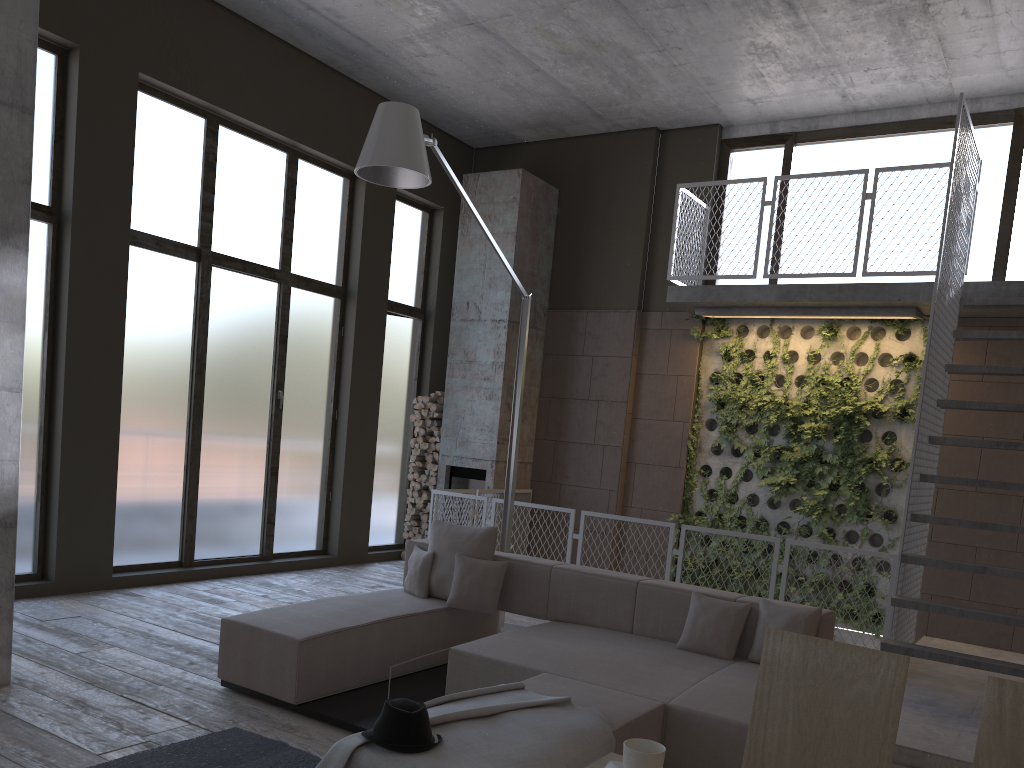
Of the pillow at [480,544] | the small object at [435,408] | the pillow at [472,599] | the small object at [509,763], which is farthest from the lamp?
the small object at [435,408]

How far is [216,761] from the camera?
3.8 meters

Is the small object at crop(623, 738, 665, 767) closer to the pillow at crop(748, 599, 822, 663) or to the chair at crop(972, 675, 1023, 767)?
the chair at crop(972, 675, 1023, 767)

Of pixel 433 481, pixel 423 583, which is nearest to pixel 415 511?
pixel 433 481

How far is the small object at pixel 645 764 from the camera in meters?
1.8

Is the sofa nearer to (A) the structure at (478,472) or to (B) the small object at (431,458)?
(A) the structure at (478,472)

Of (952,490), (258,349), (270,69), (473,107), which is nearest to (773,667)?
(952,490)

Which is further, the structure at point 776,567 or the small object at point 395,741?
the structure at point 776,567

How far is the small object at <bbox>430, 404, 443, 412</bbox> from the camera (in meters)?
10.36

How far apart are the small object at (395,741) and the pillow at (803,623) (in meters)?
2.35
